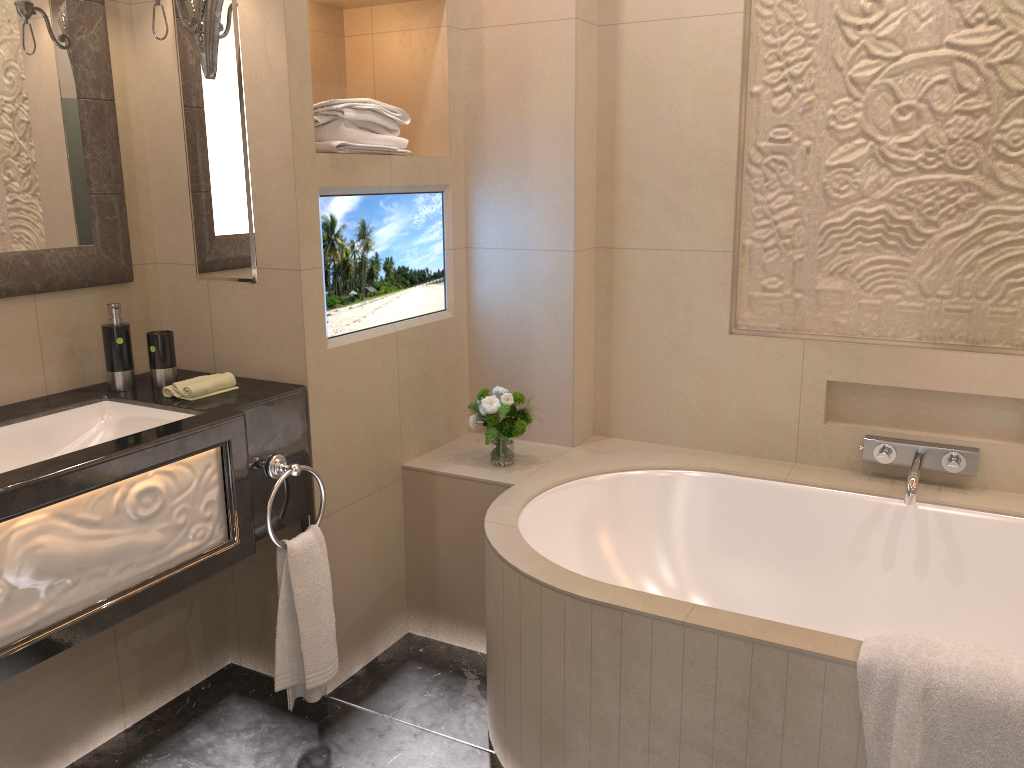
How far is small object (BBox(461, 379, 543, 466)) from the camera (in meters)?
2.49

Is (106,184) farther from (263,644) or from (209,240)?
(263,644)

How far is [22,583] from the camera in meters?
1.5

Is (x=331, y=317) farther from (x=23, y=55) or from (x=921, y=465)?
(x=921, y=465)

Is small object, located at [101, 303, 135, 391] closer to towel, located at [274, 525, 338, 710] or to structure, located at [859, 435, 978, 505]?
towel, located at [274, 525, 338, 710]

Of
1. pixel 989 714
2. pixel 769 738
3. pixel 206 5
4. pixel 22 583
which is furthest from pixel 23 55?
pixel 989 714

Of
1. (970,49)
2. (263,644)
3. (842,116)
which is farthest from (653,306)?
(263,644)

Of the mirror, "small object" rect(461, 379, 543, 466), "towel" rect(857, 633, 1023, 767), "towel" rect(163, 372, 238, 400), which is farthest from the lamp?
"towel" rect(857, 633, 1023, 767)

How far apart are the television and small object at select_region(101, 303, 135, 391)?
0.48m

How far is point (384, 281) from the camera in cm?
245
